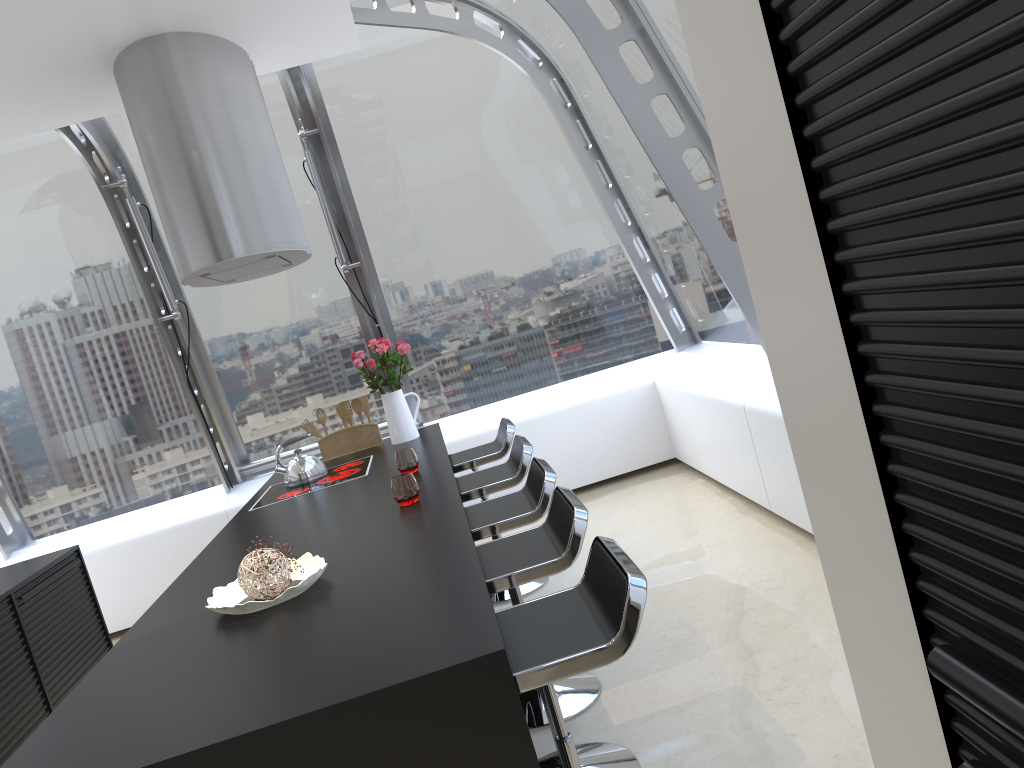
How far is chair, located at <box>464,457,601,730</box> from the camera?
3.0m

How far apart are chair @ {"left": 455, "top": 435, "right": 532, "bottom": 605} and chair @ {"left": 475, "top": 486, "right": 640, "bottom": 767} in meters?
0.9 m

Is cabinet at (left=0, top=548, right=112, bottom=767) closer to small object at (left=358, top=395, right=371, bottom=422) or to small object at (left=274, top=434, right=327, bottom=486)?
small object at (left=274, top=434, right=327, bottom=486)

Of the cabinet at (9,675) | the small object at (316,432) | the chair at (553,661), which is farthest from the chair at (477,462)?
the chair at (553,661)

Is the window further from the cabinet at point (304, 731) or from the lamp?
the cabinet at point (304, 731)

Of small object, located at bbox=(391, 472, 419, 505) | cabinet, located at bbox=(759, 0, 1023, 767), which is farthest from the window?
cabinet, located at bbox=(759, 0, 1023, 767)

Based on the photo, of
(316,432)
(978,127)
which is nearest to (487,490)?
(316,432)

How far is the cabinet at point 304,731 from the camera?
1.6 meters

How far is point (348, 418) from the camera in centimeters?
511cm

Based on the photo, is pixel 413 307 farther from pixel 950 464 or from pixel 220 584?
pixel 950 464
